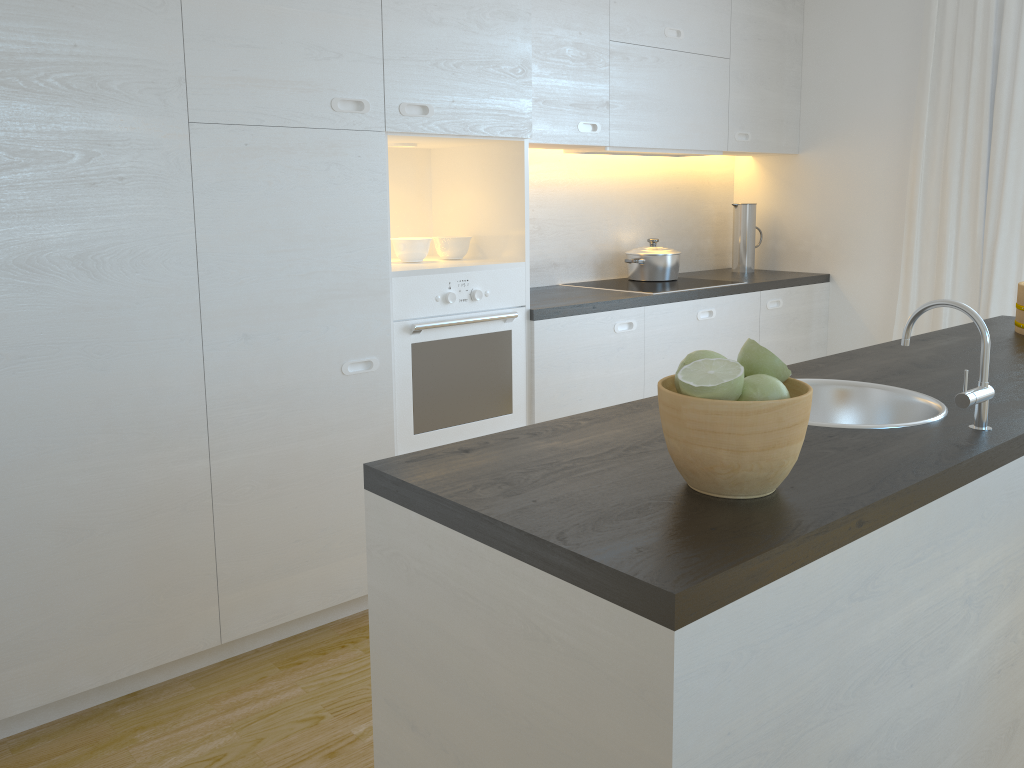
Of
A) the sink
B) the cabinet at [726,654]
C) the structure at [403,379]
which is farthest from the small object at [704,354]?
the structure at [403,379]

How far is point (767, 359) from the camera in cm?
121

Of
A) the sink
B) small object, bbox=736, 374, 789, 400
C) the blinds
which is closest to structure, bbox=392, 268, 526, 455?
the sink

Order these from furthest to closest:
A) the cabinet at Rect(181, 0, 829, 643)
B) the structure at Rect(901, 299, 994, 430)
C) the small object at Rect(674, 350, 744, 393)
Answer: the cabinet at Rect(181, 0, 829, 643) → the structure at Rect(901, 299, 994, 430) → the small object at Rect(674, 350, 744, 393)

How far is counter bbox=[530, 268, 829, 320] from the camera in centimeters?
327cm

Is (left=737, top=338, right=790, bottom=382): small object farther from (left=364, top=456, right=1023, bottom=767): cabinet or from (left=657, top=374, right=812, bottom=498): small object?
(left=364, top=456, right=1023, bottom=767): cabinet

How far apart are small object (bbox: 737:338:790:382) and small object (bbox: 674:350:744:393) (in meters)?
0.04

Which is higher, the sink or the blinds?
the blinds

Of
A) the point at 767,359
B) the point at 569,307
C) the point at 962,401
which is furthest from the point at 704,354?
the point at 569,307

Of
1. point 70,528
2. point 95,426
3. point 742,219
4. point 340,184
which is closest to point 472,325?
point 340,184
